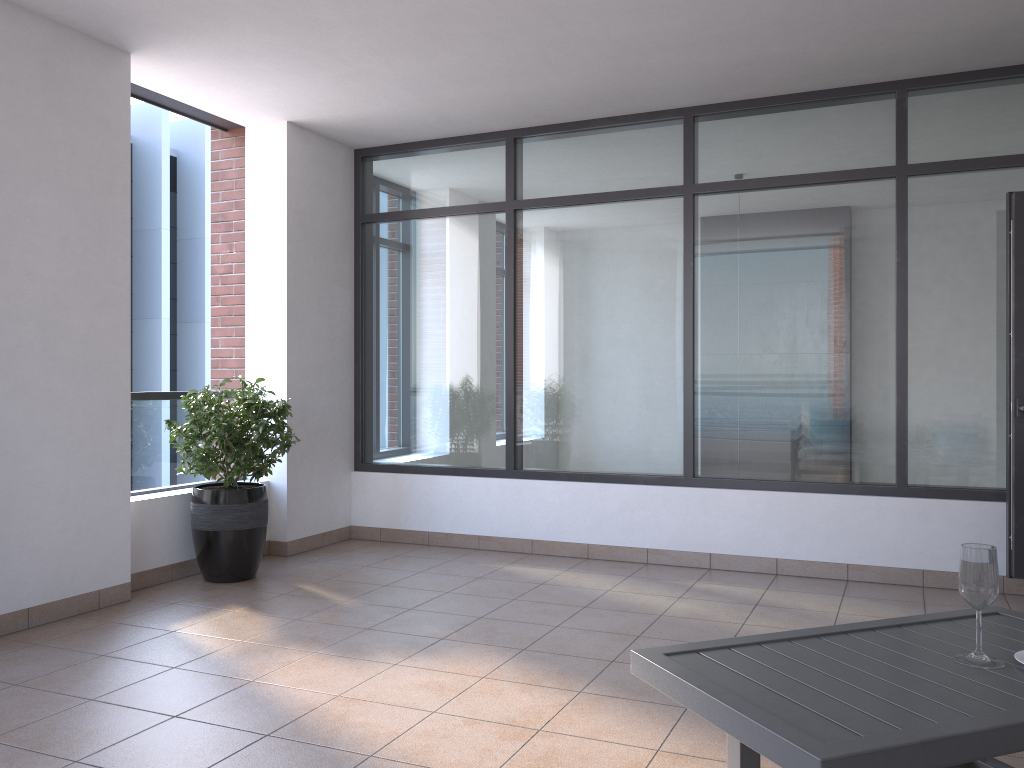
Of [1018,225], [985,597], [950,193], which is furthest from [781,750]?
[950,193]

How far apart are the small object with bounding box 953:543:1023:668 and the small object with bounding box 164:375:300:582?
3.8 meters

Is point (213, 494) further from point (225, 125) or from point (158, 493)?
point (225, 125)

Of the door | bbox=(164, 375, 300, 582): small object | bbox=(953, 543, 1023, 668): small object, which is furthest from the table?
bbox=(164, 375, 300, 582): small object

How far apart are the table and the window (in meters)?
2.55

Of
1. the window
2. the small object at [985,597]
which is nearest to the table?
the small object at [985,597]

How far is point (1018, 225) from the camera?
4.6m

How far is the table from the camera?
1.7 meters

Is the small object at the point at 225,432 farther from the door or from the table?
the door

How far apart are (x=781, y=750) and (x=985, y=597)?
0.8 meters
